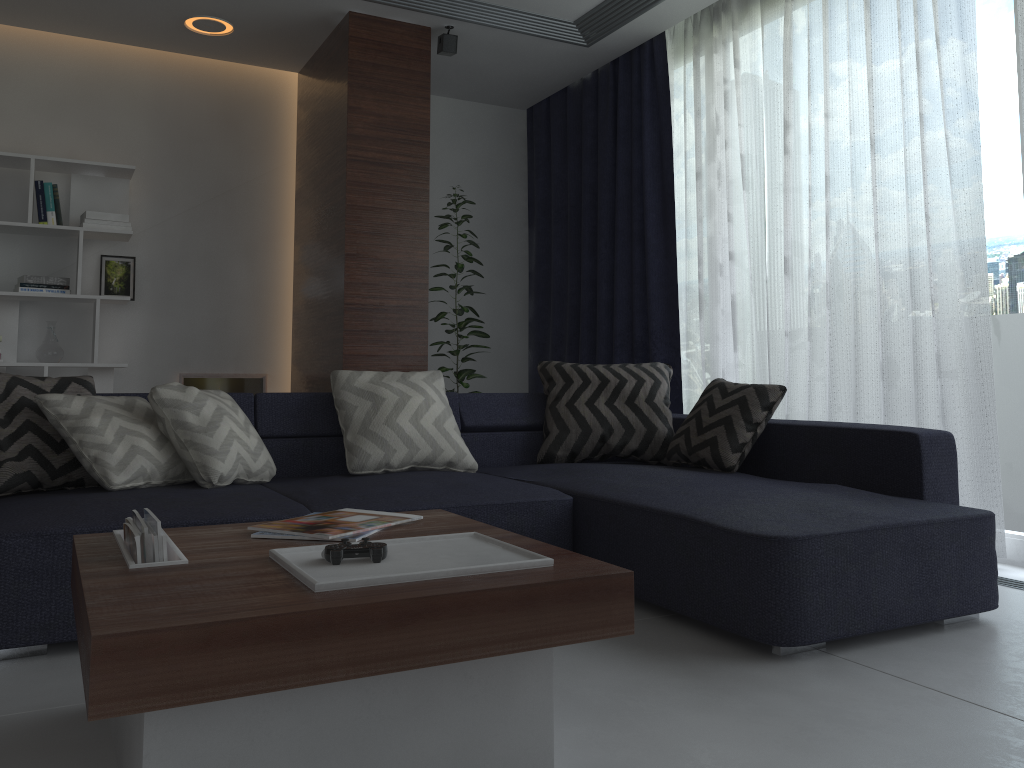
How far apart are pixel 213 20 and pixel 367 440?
2.7m

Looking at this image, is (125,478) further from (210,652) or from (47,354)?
(47,354)

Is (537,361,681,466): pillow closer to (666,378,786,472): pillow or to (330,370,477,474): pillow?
(666,378,786,472): pillow

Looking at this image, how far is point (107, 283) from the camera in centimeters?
492cm

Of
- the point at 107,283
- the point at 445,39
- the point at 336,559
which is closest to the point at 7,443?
the point at 336,559

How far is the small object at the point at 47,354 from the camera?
4.6 meters

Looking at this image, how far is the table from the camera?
1.2 meters

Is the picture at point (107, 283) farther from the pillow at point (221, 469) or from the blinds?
the blinds

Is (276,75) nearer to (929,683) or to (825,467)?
(825,467)

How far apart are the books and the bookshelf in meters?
3.2 m
